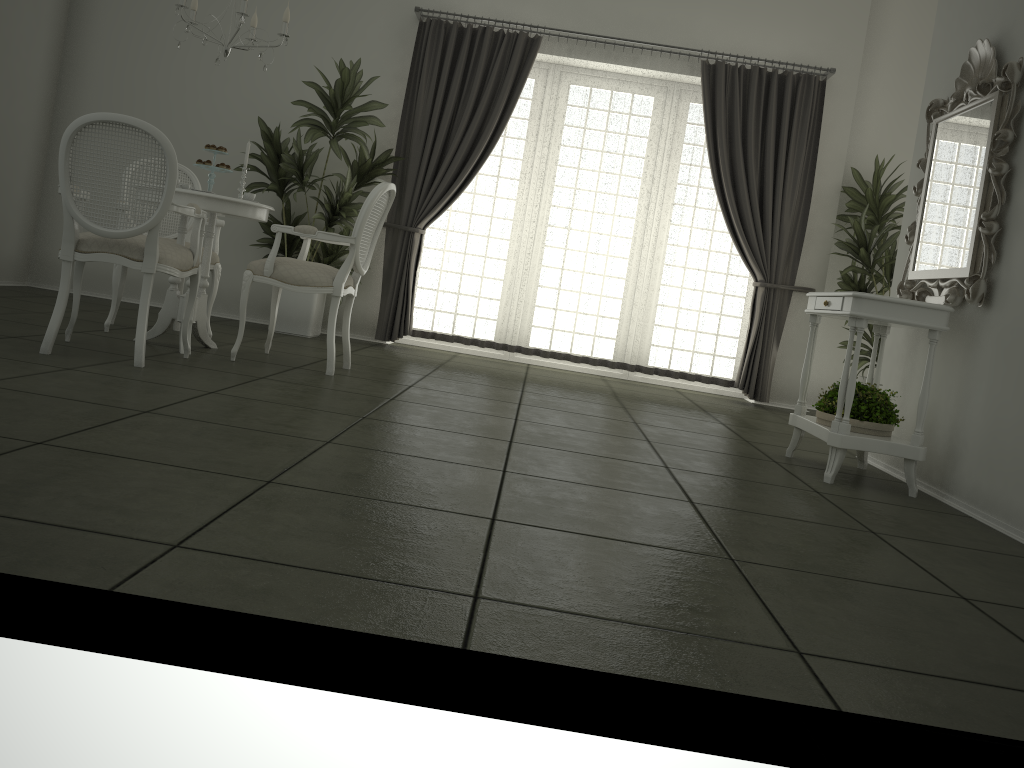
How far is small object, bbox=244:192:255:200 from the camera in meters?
4.7

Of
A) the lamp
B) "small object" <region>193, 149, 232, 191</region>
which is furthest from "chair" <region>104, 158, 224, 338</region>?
the lamp

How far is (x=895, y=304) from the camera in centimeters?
362cm

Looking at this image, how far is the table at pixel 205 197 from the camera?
4.4m

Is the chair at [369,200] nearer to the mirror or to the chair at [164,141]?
the chair at [164,141]

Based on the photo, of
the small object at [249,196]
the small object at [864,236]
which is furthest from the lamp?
the small object at [864,236]

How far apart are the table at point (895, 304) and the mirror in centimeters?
9cm

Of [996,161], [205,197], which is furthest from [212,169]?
[996,161]

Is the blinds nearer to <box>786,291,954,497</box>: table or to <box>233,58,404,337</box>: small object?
<box>233,58,404,337</box>: small object

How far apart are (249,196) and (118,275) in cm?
90
